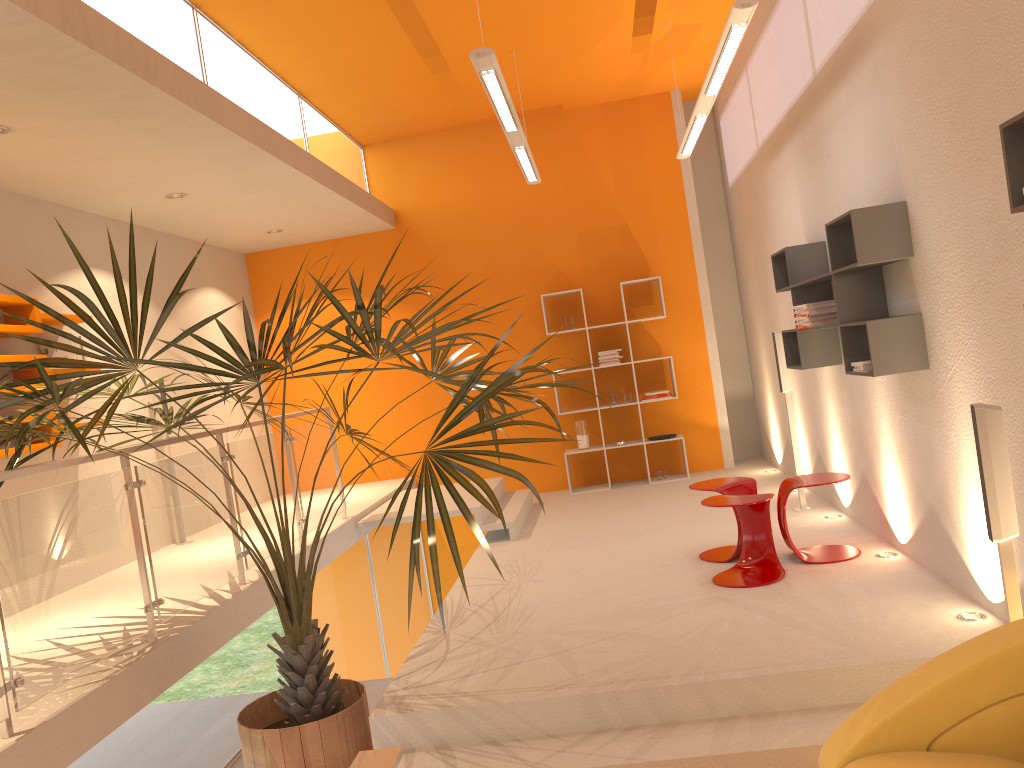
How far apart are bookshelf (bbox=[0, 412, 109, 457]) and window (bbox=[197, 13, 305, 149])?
2.3 meters

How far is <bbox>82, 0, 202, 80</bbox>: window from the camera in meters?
4.6 m

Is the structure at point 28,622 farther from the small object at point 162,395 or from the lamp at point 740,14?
the lamp at point 740,14

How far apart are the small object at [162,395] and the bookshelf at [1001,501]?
4.7 meters

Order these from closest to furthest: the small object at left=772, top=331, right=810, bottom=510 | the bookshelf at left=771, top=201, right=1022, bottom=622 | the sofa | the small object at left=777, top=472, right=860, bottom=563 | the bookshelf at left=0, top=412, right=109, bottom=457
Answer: the sofa, the bookshelf at left=771, top=201, right=1022, bottom=622, the small object at left=777, top=472, right=860, bottom=563, the bookshelf at left=0, top=412, right=109, bottom=457, the small object at left=772, top=331, right=810, bottom=510

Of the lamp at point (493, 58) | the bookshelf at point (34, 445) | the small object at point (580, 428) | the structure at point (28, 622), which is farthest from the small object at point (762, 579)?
the bookshelf at point (34, 445)

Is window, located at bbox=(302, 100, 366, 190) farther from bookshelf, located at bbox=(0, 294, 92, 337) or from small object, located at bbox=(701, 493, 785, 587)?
small object, located at bbox=(701, 493, 785, 587)

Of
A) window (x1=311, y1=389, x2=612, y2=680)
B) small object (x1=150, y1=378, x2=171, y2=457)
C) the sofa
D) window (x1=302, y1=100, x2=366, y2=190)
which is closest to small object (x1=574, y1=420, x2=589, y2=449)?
window (x1=311, y1=389, x2=612, y2=680)

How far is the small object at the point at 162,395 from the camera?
7.0m

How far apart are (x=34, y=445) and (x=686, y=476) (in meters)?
5.78
